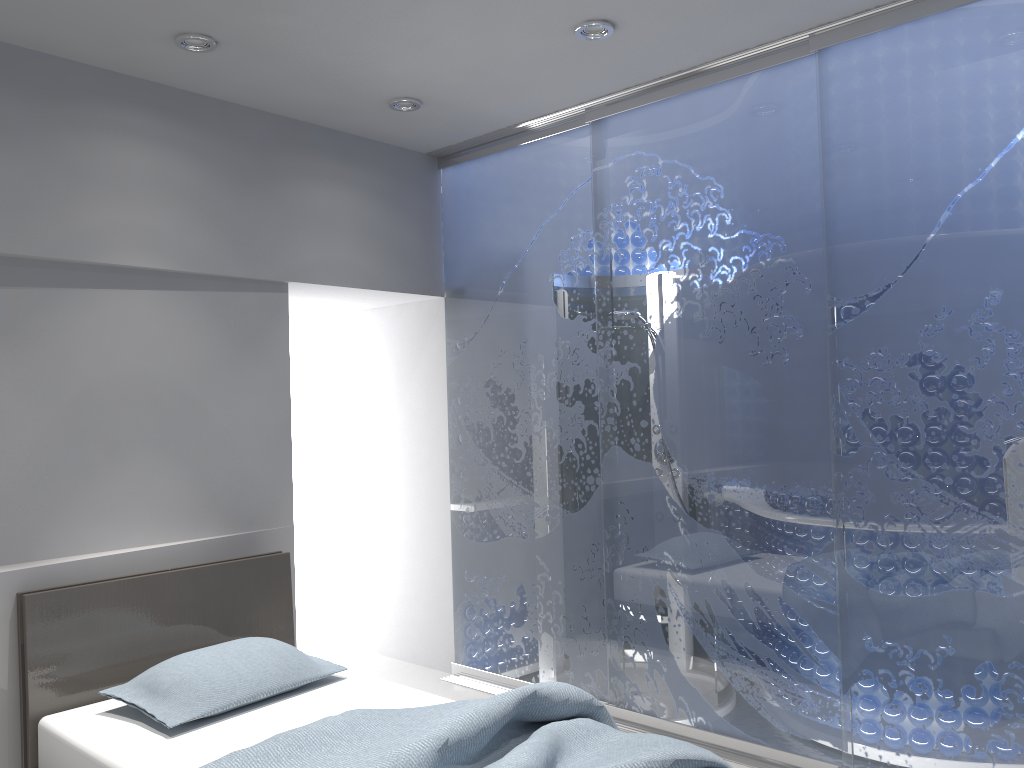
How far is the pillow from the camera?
2.8 meters

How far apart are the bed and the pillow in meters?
0.0 m

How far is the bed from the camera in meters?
2.3

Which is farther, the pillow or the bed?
the pillow

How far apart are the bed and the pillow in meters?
0.0

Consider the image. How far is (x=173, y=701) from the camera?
2.83m

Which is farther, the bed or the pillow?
the pillow

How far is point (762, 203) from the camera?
3.42m

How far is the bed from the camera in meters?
2.3

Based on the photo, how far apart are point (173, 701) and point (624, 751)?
1.5m
